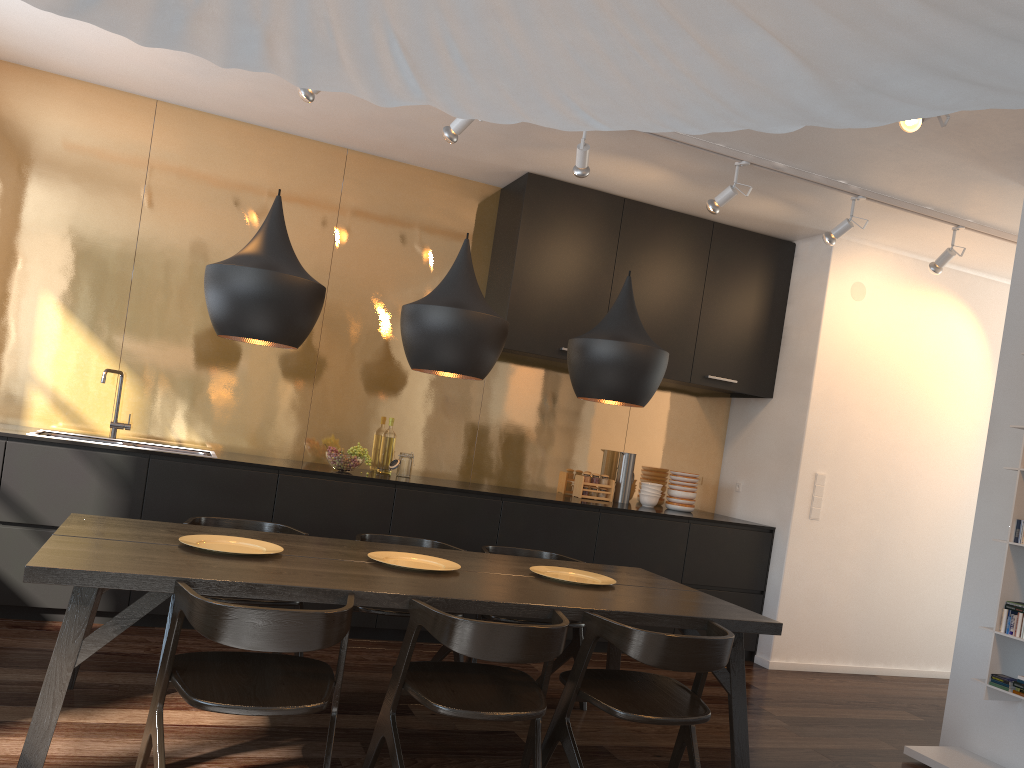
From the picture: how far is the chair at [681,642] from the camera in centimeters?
274cm

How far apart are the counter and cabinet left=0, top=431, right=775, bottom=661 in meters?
0.2

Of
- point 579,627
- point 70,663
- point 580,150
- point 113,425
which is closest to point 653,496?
point 579,627

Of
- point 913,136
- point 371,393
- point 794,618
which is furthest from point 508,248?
point 794,618

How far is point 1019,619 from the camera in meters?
3.8

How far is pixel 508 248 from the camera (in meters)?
5.44

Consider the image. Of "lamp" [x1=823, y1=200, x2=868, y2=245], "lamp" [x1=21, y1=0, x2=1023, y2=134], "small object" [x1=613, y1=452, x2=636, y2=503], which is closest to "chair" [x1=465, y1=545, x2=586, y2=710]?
"small object" [x1=613, y1=452, x2=636, y2=503]

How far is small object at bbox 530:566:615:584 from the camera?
3.54m

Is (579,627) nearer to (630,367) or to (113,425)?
(630,367)

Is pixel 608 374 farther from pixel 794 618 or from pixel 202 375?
pixel 794 618
